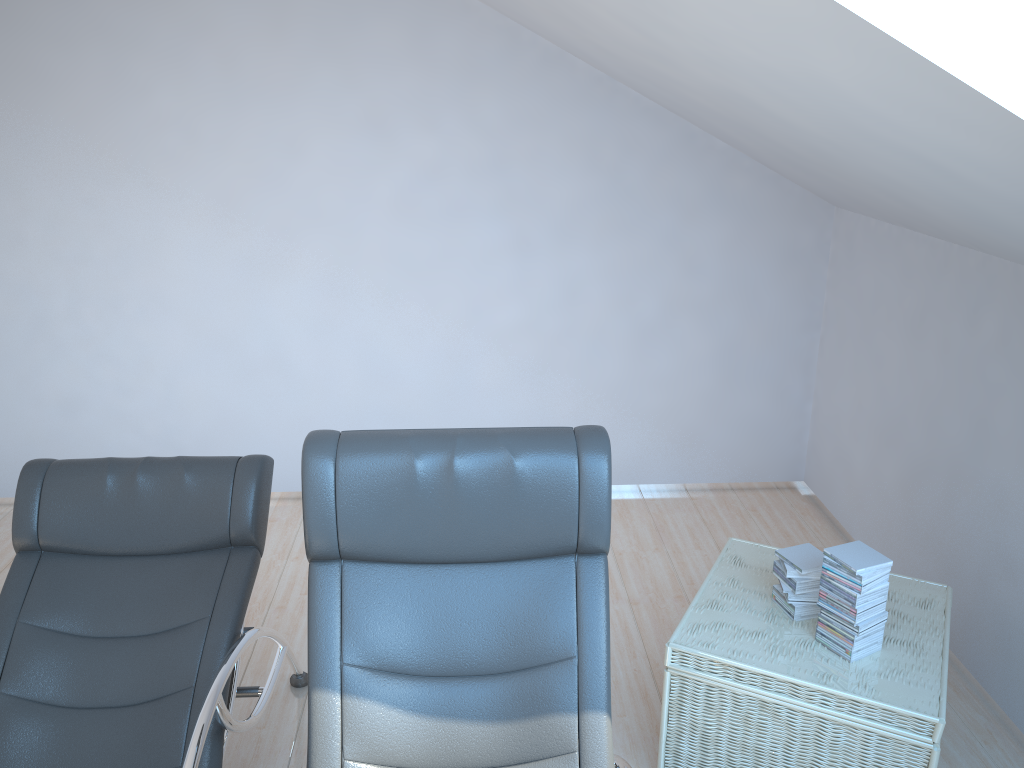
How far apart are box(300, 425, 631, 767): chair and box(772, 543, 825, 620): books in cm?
83

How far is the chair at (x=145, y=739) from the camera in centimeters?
230cm

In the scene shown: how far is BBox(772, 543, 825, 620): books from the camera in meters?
2.7

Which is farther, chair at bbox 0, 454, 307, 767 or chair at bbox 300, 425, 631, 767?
chair at bbox 0, 454, 307, 767

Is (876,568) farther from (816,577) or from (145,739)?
(145,739)

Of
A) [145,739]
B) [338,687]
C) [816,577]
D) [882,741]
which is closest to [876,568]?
[816,577]

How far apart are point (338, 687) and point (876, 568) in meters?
1.5

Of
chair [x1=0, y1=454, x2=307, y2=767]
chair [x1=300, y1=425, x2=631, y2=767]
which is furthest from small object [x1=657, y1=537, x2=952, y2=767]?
chair [x1=0, y1=454, x2=307, y2=767]

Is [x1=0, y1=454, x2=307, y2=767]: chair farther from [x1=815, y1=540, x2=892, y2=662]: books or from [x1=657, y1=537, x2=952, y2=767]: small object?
[x1=815, y1=540, x2=892, y2=662]: books

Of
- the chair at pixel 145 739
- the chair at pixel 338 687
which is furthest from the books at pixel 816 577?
the chair at pixel 145 739
